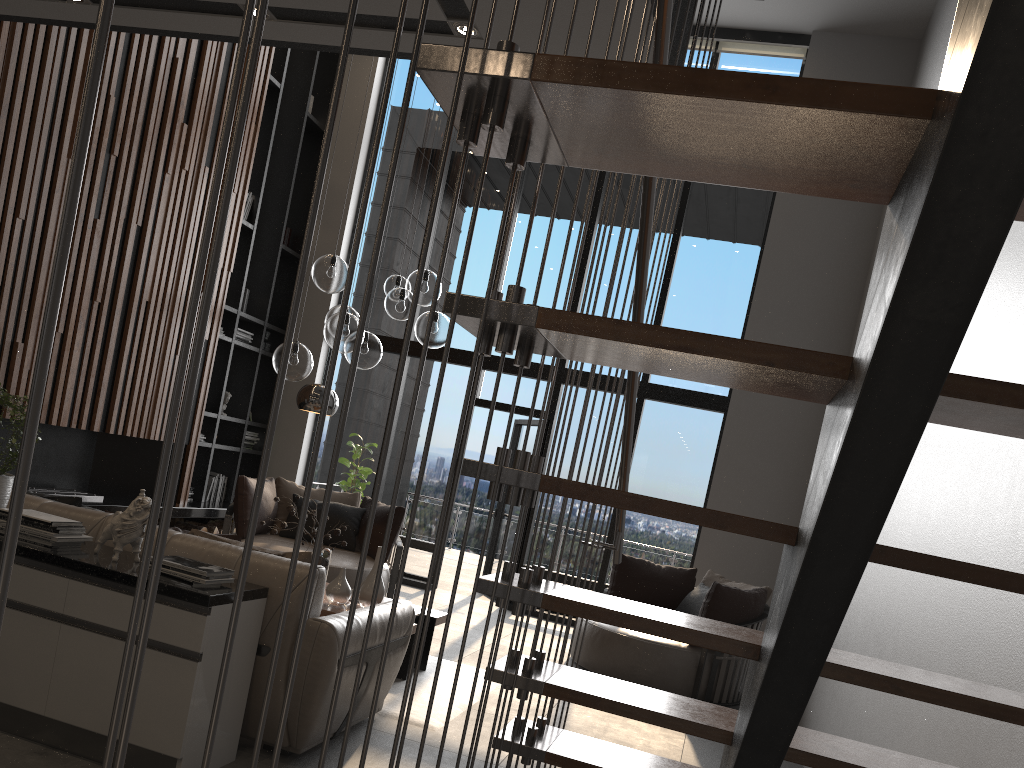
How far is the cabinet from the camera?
3.0 meters

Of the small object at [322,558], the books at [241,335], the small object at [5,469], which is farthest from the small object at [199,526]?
the small object at [5,469]

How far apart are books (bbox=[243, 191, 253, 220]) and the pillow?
5.2 meters

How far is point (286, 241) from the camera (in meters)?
9.55

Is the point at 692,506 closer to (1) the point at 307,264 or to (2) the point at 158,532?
(2) the point at 158,532

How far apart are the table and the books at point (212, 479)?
4.0m

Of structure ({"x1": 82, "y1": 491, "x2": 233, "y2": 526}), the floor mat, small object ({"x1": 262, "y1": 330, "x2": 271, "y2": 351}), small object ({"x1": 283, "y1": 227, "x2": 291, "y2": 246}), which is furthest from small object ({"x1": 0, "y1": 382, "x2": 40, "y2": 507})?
small object ({"x1": 283, "y1": 227, "x2": 291, "y2": 246})

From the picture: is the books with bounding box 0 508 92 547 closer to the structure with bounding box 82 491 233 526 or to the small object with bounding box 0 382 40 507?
the small object with bounding box 0 382 40 507

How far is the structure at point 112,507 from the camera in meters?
6.8

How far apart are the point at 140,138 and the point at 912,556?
6.9m
